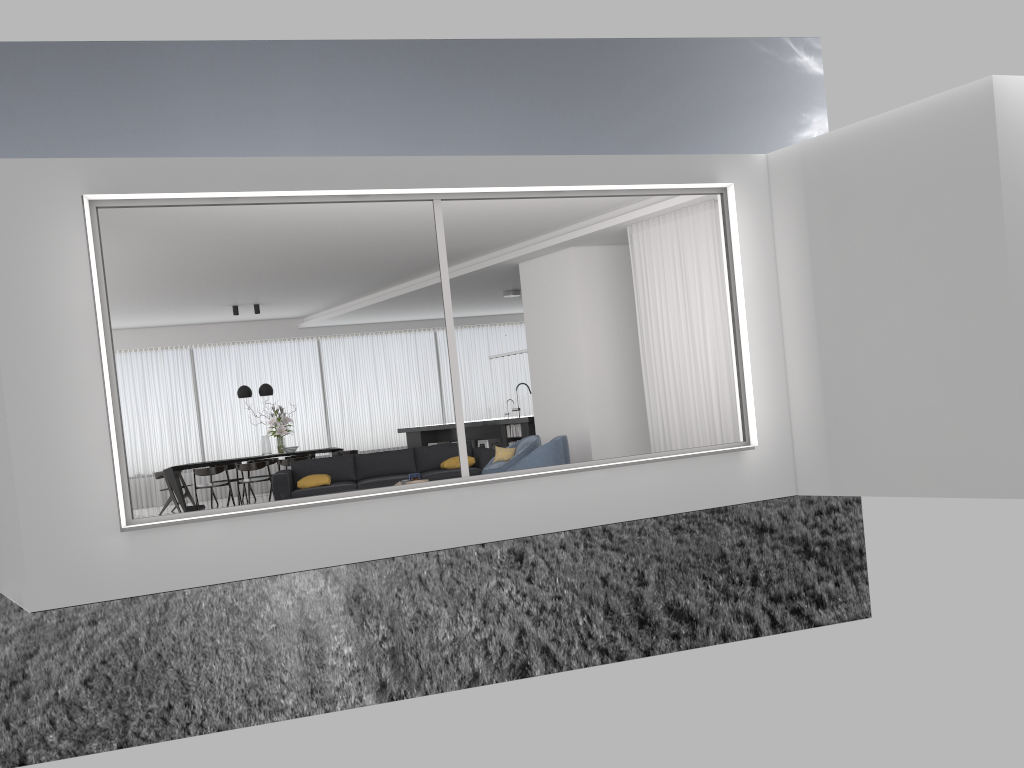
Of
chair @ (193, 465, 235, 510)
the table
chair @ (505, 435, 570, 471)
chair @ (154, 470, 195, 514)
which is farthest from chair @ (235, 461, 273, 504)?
chair @ (505, 435, 570, 471)

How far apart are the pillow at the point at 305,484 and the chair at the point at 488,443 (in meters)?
3.27

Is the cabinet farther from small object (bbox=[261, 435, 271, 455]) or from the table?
small object (bbox=[261, 435, 271, 455])

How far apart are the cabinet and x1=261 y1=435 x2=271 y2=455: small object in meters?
2.5

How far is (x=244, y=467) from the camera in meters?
14.0 m

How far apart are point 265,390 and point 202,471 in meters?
1.7

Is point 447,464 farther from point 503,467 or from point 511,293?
Result: point 511,293

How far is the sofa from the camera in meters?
10.9 m

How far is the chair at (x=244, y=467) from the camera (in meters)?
13.98

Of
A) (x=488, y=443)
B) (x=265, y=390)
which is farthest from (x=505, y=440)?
(x=265, y=390)
